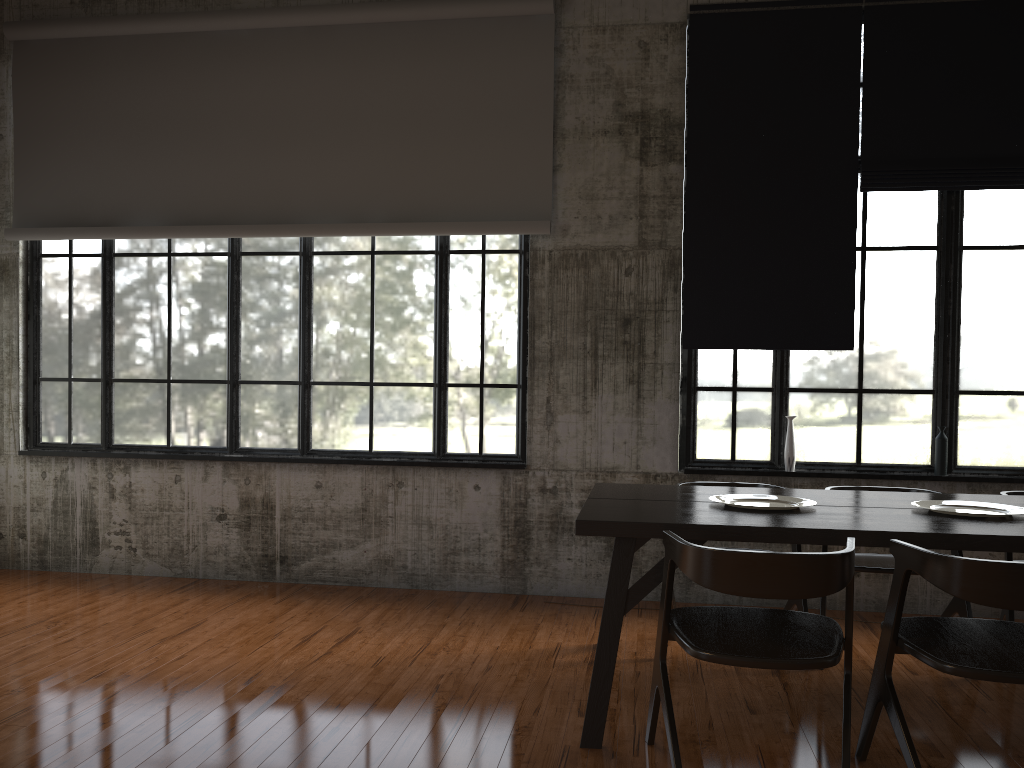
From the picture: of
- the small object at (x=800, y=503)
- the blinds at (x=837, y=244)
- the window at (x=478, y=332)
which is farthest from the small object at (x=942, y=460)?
the window at (x=478, y=332)

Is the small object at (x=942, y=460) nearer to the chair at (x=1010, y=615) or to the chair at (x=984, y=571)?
the chair at (x=1010, y=615)

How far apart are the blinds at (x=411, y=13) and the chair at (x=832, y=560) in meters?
3.5

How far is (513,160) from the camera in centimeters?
674cm

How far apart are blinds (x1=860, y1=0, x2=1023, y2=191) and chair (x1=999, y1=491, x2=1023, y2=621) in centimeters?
270cm

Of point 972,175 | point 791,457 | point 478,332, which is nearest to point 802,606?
point 791,457

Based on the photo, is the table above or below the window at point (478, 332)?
below

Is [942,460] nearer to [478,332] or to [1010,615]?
[1010,615]

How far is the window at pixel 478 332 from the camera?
6.9 meters

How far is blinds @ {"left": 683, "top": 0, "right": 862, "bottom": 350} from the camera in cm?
643
